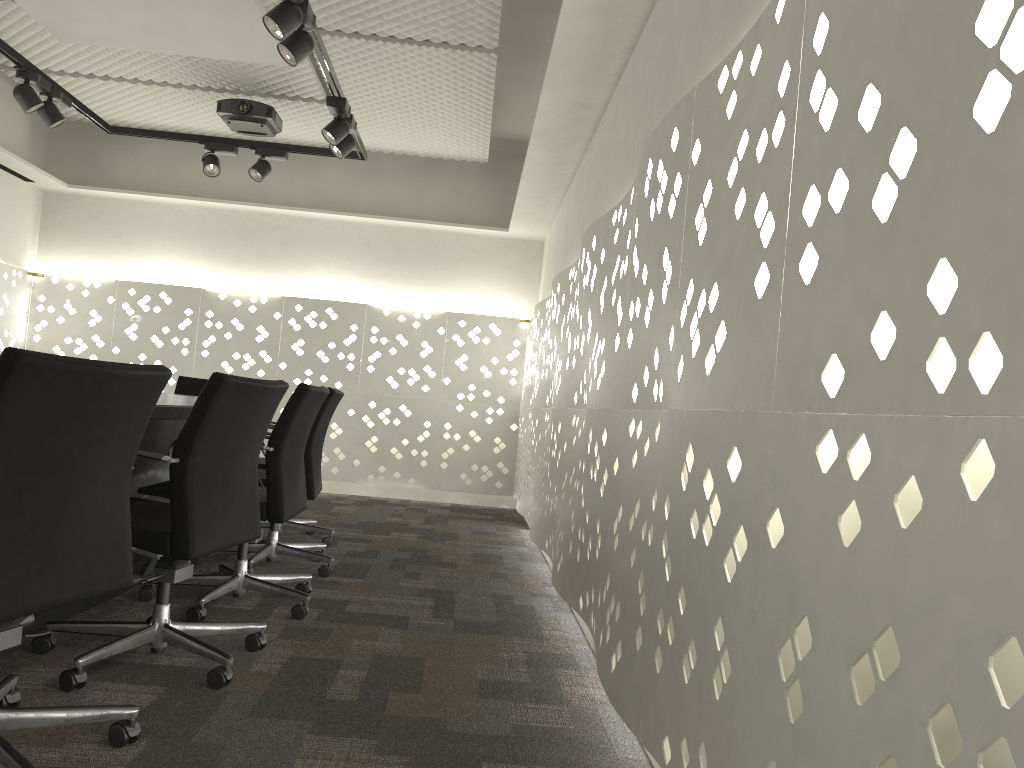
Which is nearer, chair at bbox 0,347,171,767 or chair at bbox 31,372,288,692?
chair at bbox 0,347,171,767

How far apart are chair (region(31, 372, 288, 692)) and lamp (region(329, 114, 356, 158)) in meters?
2.2 m

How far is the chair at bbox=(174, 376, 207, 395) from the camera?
4.91m

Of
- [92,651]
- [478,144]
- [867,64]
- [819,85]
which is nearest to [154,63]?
[478,144]

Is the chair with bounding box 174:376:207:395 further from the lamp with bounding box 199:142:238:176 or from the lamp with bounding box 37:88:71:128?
the lamp with bounding box 37:88:71:128

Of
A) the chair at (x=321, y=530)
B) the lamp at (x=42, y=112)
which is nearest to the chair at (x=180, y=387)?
the chair at (x=321, y=530)

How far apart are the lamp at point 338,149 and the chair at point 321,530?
1.5 meters

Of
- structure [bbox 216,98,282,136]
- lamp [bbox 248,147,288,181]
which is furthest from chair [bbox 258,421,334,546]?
structure [bbox 216,98,282,136]

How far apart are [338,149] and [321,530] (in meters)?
1.84

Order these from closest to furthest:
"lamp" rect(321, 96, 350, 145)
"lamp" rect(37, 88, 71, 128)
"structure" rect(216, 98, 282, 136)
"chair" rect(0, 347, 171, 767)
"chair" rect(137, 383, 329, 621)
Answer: "chair" rect(0, 347, 171, 767) < "chair" rect(137, 383, 329, 621) < "lamp" rect(321, 96, 350, 145) < "lamp" rect(37, 88, 71, 128) < "structure" rect(216, 98, 282, 136)
